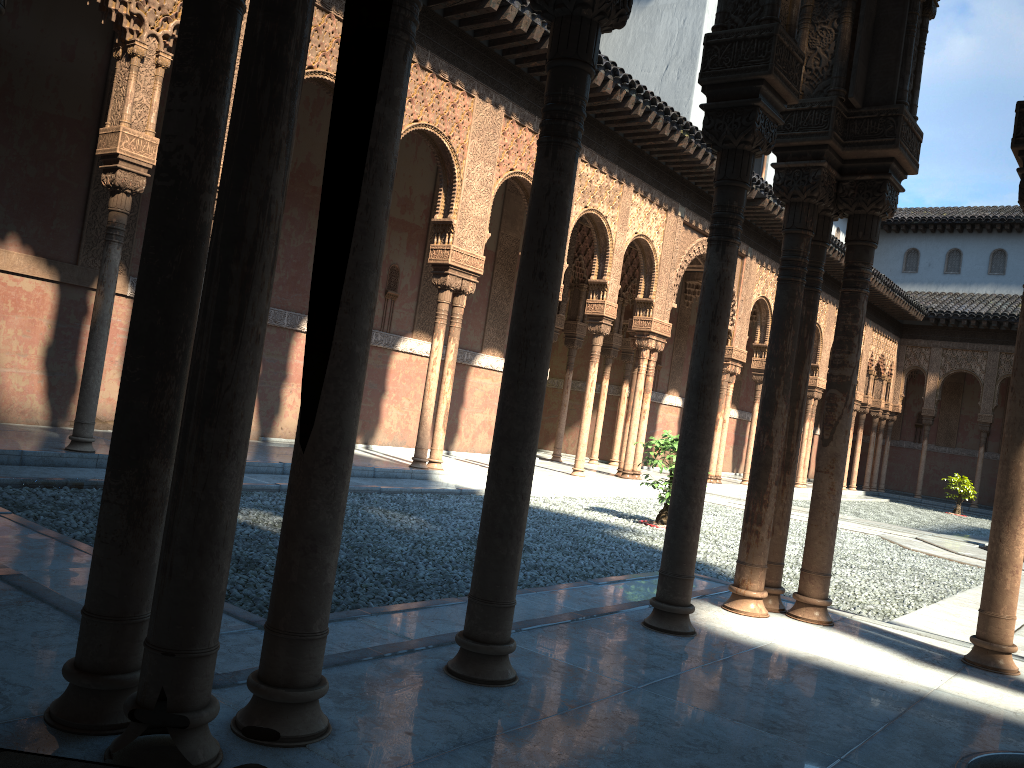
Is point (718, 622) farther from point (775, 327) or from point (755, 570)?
point (775, 327)
